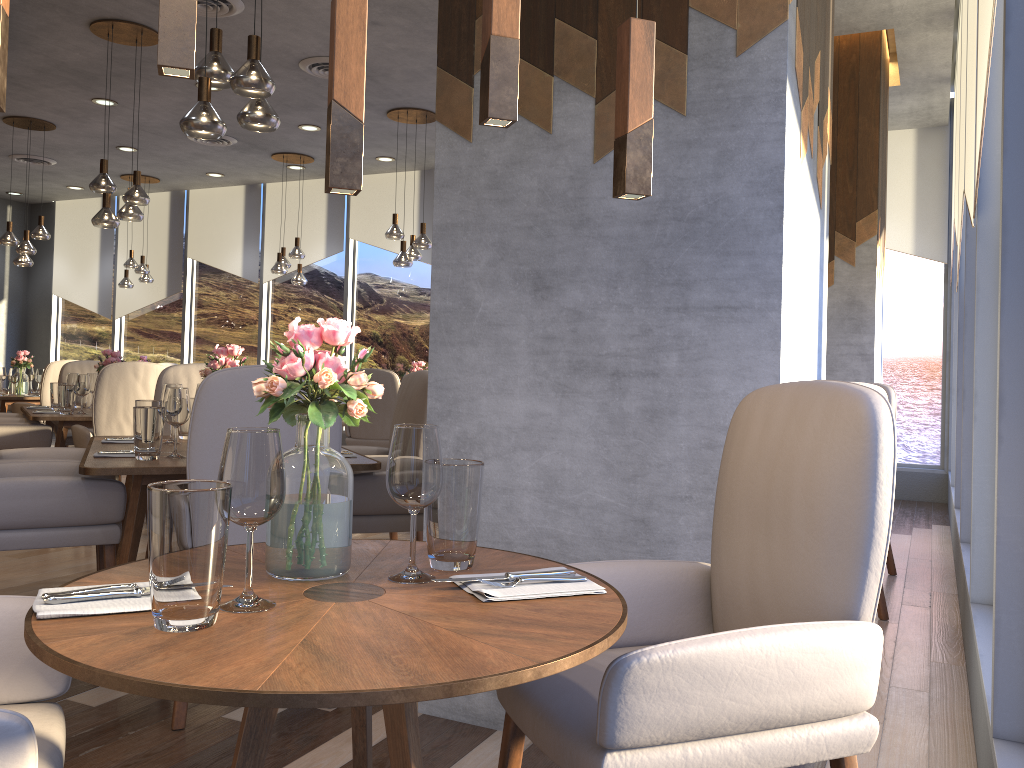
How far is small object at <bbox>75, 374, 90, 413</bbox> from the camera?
5.4m

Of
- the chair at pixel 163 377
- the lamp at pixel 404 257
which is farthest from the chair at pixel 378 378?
the chair at pixel 163 377

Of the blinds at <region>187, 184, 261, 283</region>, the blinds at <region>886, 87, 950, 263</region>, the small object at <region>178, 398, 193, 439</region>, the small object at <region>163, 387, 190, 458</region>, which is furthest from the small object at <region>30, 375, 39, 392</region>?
the blinds at <region>886, 87, 950, 263</region>

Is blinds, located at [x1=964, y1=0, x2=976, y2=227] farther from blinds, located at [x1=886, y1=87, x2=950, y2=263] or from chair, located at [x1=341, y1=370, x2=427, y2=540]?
blinds, located at [x1=886, y1=87, x2=950, y2=263]

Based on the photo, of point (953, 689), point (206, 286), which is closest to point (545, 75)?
point (953, 689)

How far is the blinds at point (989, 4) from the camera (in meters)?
2.23

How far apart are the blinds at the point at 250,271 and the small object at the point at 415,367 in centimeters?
408cm

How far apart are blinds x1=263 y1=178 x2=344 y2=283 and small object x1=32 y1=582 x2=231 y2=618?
9.20m

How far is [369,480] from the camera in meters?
3.2

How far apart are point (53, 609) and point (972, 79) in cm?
346
